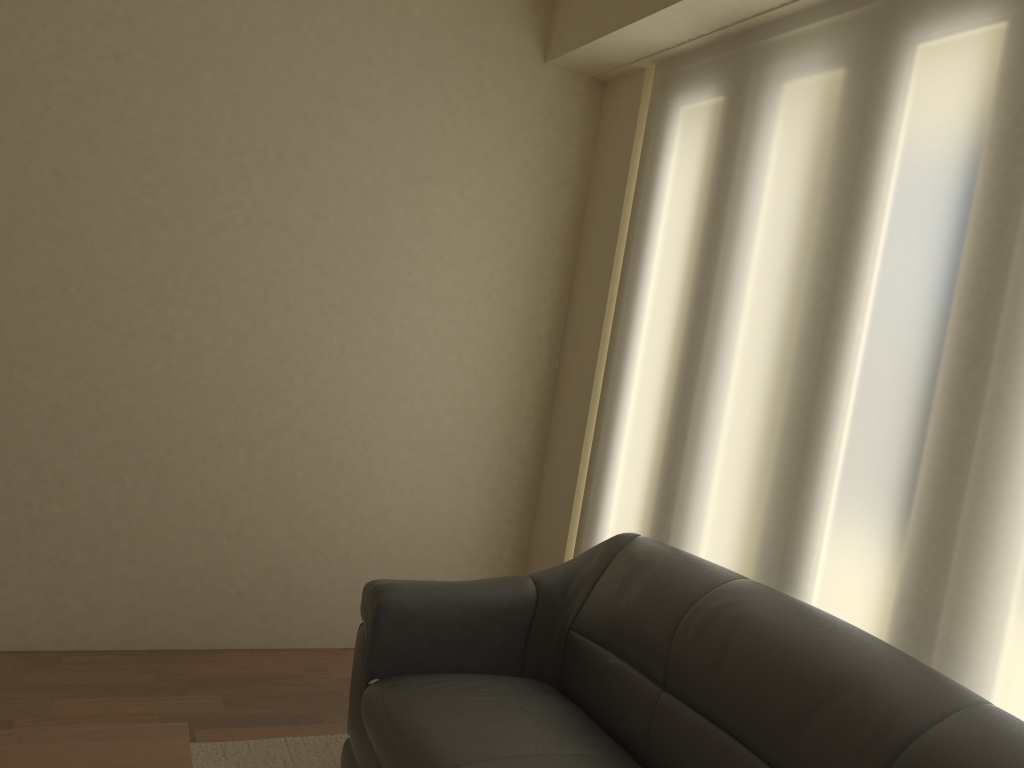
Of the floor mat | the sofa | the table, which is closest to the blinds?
the sofa

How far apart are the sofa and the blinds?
0.2 meters

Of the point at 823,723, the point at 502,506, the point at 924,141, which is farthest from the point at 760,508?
the point at 502,506

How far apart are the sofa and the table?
0.54m

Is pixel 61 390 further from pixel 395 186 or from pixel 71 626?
pixel 395 186

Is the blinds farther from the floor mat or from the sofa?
the floor mat

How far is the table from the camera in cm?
179

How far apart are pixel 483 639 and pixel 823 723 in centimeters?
119cm

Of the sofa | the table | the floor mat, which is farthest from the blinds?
the table

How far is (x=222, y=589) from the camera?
3.6 meters
